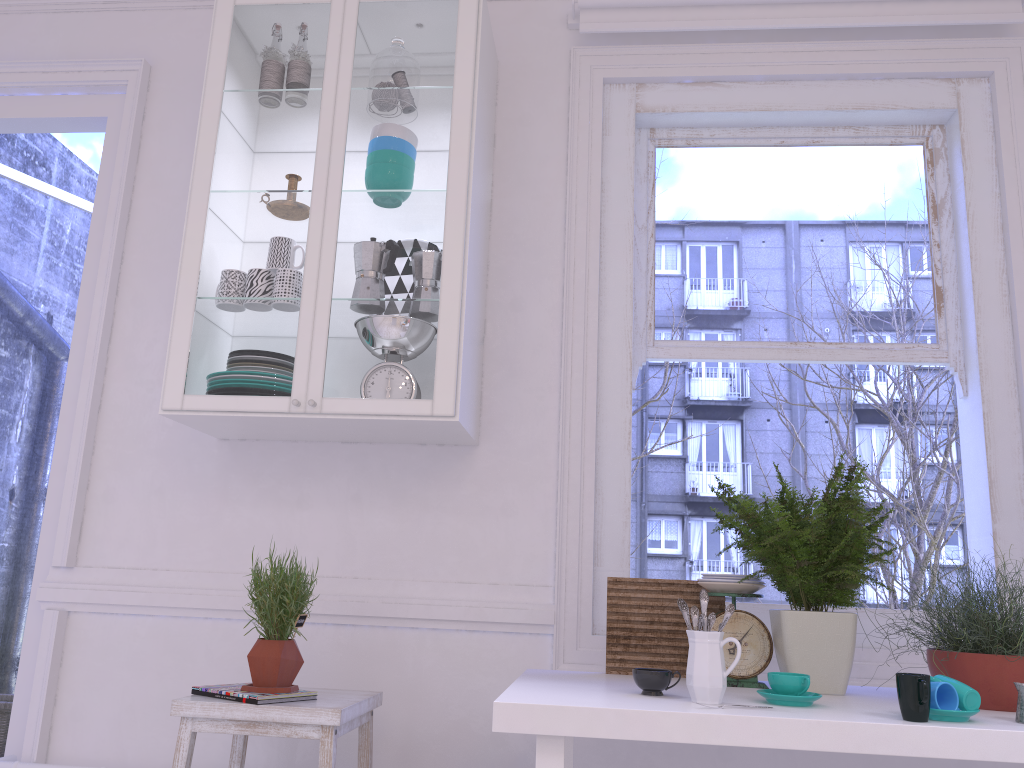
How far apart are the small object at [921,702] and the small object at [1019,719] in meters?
0.2

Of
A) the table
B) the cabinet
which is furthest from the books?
the cabinet

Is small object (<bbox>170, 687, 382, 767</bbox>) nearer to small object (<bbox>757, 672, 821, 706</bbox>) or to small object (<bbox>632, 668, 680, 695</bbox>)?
small object (<bbox>632, 668, 680, 695</bbox>)

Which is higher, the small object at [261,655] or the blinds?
the blinds

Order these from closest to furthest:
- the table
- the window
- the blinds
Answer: the table < the window < the blinds

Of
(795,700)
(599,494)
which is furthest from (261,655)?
(795,700)

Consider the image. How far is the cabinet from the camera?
2.4 meters

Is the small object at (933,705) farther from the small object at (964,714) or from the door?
the door

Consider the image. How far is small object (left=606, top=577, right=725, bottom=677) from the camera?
2.20m

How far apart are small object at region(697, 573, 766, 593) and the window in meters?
0.5
